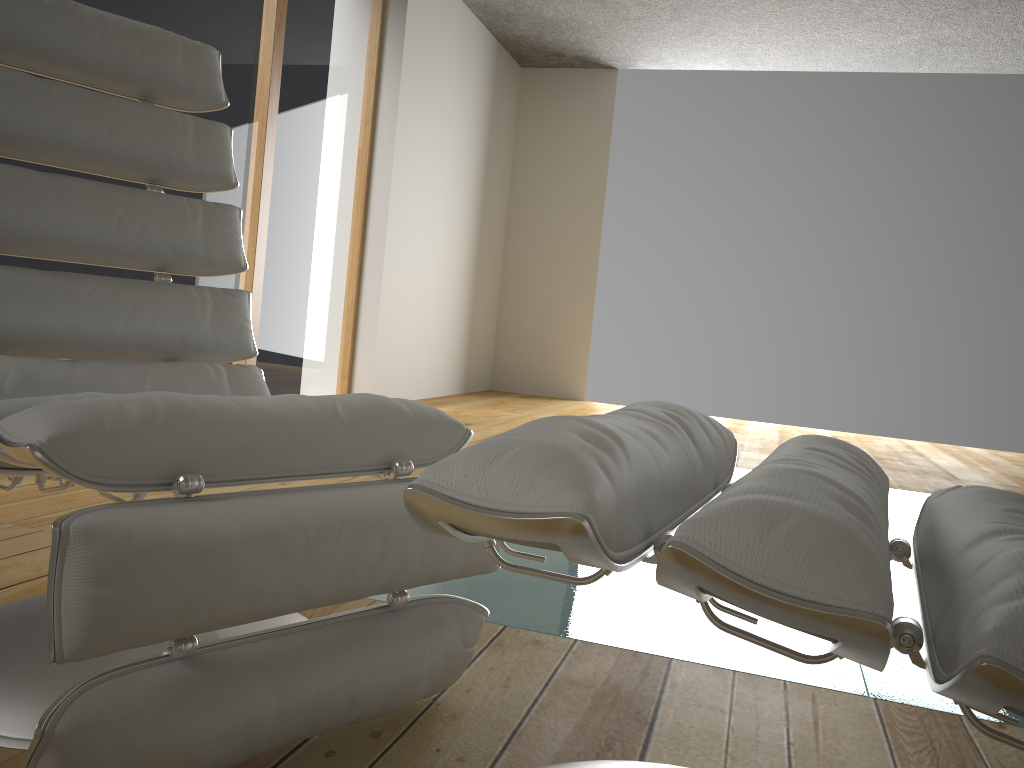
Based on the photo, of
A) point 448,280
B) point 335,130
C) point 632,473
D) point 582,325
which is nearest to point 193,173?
point 632,473

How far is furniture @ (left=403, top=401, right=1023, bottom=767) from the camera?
0.5m

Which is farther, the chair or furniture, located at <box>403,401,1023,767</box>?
the chair

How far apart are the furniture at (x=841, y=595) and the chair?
0.2 meters

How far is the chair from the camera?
0.8 meters

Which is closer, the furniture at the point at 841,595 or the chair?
the furniture at the point at 841,595

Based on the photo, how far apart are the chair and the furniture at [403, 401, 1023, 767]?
0.2 meters

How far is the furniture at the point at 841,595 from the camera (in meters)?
0.46
